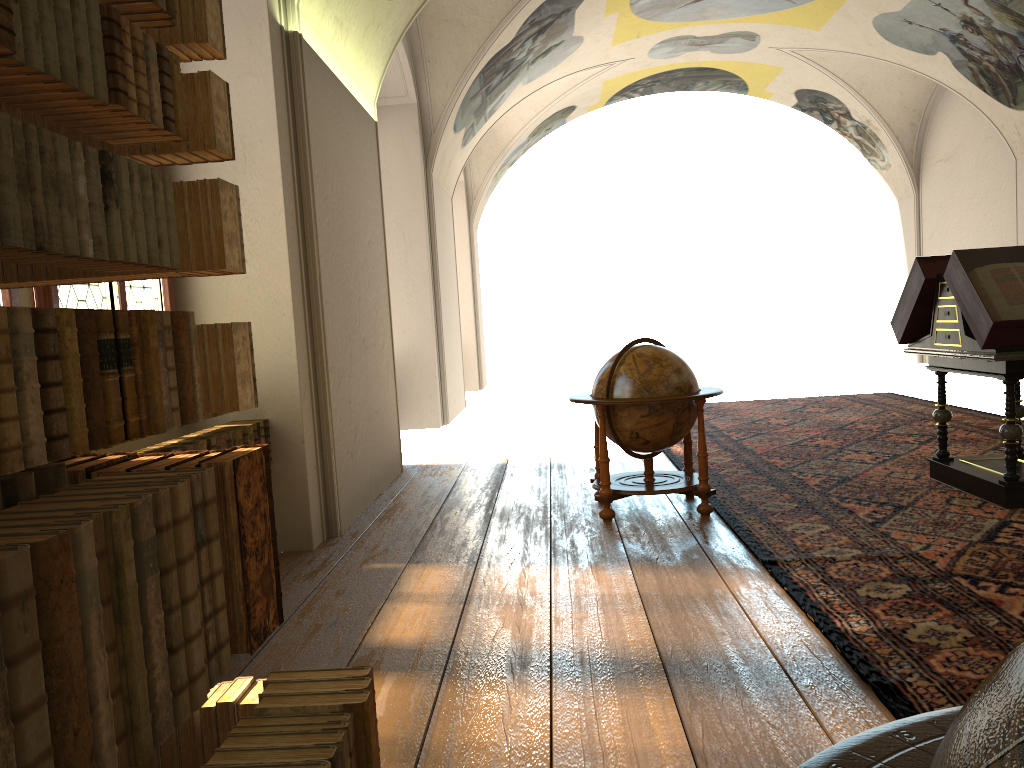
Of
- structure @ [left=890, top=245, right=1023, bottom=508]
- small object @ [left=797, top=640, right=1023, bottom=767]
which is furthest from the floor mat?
small object @ [left=797, top=640, right=1023, bottom=767]

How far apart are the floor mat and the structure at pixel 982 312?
0.1 meters

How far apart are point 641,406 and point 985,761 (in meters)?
6.20

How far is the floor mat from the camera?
4.0 meters

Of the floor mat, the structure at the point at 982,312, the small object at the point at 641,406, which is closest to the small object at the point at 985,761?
the floor mat

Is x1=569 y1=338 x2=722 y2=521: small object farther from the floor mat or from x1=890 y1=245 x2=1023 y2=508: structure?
x1=890 y1=245 x2=1023 y2=508: structure

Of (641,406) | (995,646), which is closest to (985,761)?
(995,646)

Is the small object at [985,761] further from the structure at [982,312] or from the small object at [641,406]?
the structure at [982,312]

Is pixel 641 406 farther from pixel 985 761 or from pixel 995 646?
pixel 985 761

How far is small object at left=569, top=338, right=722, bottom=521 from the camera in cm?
701
